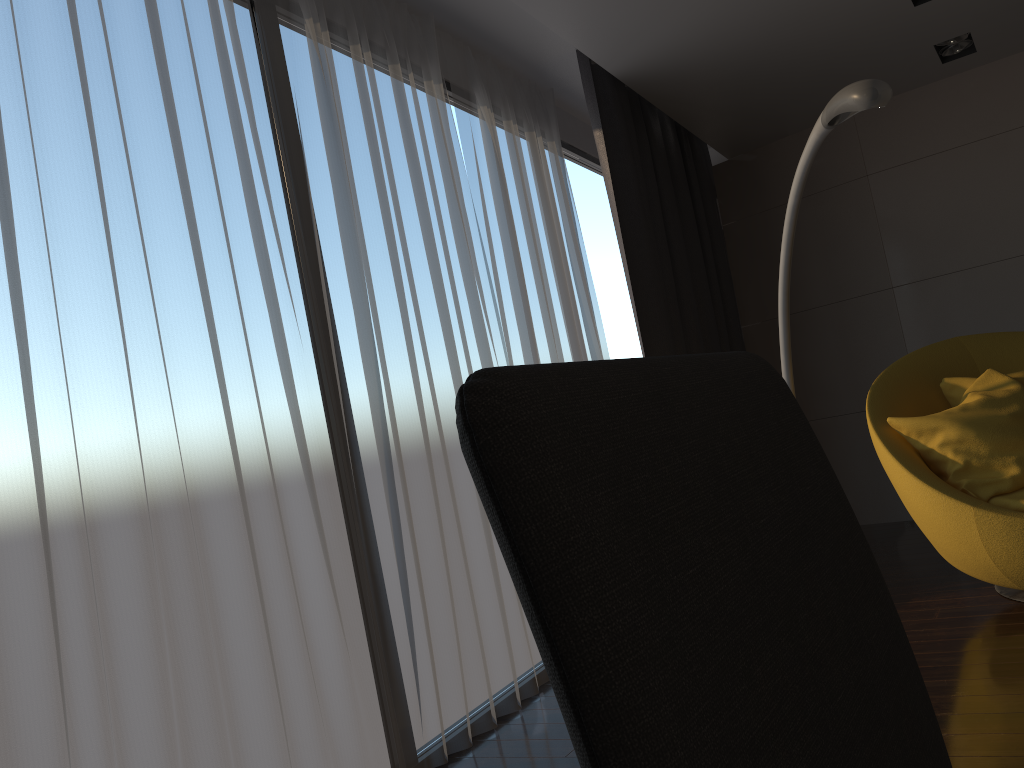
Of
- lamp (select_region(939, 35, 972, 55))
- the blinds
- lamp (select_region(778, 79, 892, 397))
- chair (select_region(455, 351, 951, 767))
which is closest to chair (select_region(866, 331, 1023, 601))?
lamp (select_region(778, 79, 892, 397))

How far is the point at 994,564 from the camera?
2.8m

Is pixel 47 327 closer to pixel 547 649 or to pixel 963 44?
pixel 547 649

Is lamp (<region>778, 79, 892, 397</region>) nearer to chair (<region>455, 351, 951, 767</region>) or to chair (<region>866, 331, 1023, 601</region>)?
chair (<region>866, 331, 1023, 601</region>)

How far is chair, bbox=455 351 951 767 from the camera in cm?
32

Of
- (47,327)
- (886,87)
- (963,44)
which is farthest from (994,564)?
(963,44)

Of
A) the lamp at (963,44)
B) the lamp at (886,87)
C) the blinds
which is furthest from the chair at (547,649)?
the lamp at (963,44)

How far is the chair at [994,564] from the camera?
2.8 meters

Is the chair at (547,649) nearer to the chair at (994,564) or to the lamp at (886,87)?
the lamp at (886,87)

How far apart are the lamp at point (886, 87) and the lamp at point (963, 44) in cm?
207
